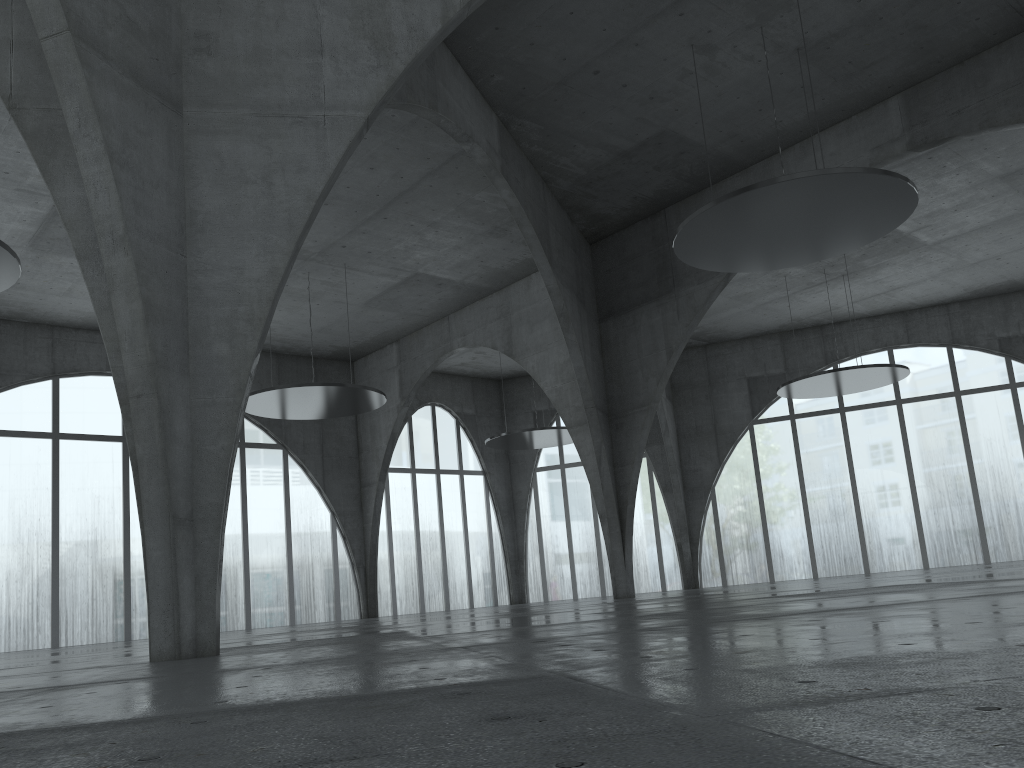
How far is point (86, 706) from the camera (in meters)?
8.05
